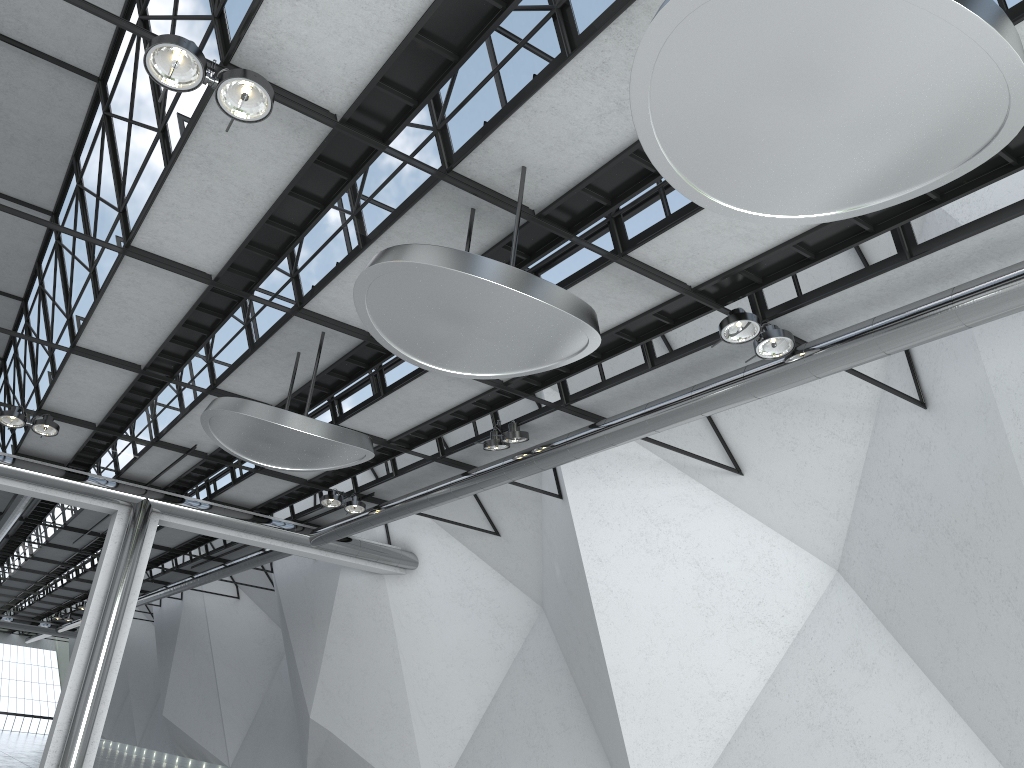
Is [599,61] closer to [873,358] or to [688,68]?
[688,68]

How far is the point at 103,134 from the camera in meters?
48.7
